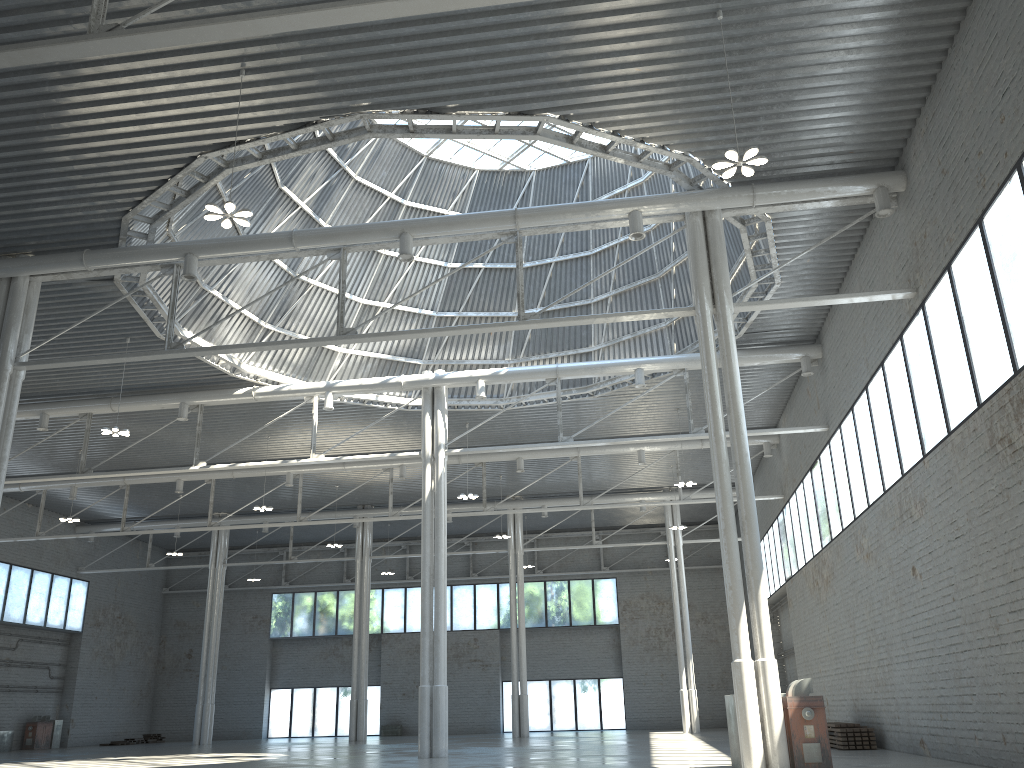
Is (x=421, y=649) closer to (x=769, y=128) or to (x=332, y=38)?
(x=769, y=128)
